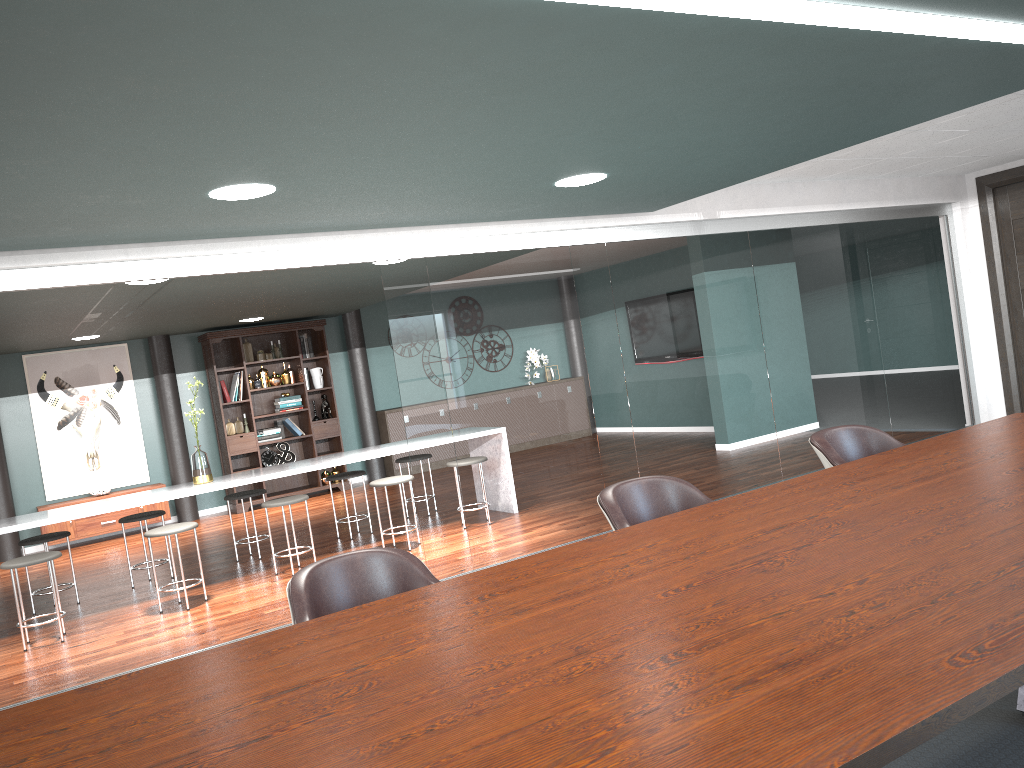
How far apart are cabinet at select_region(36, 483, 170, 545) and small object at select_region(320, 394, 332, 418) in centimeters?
197cm

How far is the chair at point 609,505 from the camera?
3.00m

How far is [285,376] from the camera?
10.0m

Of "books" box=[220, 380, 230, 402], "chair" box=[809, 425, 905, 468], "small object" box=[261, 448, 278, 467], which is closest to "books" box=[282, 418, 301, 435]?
"small object" box=[261, 448, 278, 467]

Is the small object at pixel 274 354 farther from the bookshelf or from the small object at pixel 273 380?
the small object at pixel 273 380

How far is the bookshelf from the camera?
9.65m

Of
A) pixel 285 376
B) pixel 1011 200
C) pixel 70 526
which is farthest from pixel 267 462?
pixel 1011 200

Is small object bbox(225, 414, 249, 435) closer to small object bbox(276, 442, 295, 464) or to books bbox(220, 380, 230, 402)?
books bbox(220, 380, 230, 402)

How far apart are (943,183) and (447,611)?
6.8 meters

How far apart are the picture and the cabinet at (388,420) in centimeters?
269cm
